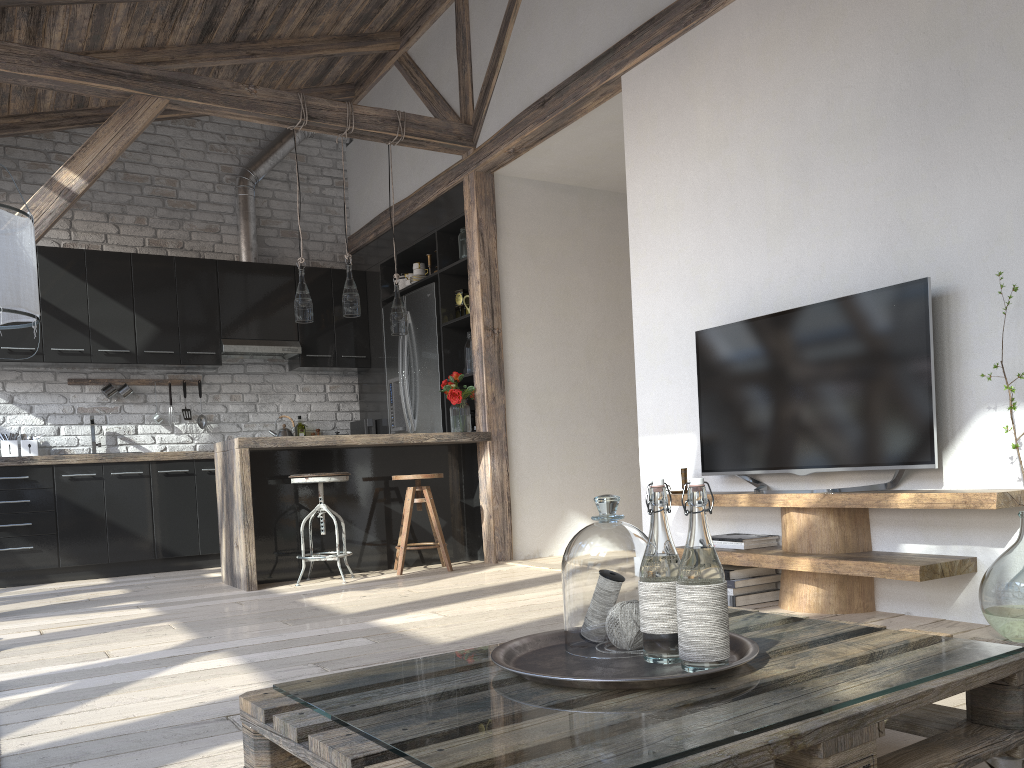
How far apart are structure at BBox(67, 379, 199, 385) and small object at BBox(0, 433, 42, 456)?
0.8 meters

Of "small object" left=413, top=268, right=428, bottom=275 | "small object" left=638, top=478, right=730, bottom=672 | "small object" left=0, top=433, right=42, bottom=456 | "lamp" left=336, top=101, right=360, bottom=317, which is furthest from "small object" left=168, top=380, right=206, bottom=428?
"small object" left=638, top=478, right=730, bottom=672

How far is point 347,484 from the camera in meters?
5.4 m

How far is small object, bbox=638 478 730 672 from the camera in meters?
1.2

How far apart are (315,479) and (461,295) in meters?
1.9

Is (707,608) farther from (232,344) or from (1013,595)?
(232,344)

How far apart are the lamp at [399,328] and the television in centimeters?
225cm

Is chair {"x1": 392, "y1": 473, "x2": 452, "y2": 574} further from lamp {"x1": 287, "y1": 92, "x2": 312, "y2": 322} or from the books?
the books

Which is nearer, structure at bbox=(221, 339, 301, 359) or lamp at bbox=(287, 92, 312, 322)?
lamp at bbox=(287, 92, 312, 322)

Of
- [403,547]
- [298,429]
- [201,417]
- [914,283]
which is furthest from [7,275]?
[298,429]
